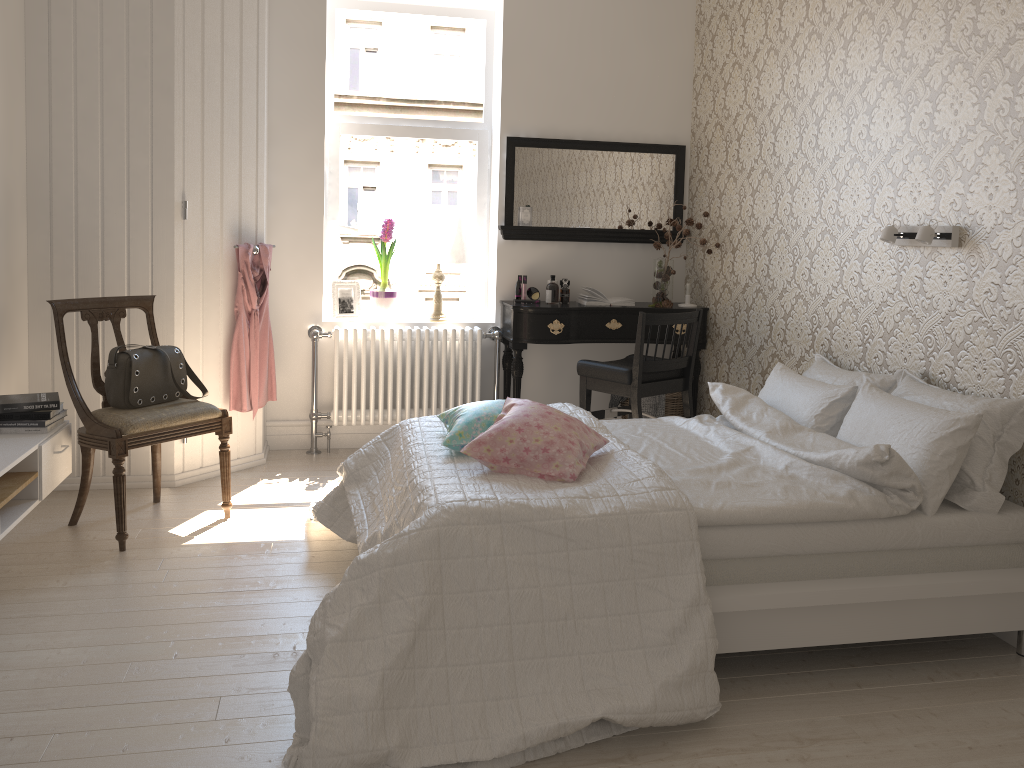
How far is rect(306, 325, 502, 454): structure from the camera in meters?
4.7 m

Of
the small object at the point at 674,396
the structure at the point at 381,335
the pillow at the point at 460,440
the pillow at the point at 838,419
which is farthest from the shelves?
the small object at the point at 674,396

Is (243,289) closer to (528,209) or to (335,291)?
(335,291)

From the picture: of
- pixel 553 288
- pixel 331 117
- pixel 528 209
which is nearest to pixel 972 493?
pixel 553 288

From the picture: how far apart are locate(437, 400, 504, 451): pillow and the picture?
1.9m

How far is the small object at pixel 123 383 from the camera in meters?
3.4 m

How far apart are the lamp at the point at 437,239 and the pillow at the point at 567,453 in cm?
202

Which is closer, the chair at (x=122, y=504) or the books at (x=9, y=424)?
the books at (x=9, y=424)

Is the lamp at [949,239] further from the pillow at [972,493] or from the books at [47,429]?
the books at [47,429]

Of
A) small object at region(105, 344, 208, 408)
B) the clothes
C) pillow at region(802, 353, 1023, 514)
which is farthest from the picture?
pillow at region(802, 353, 1023, 514)
